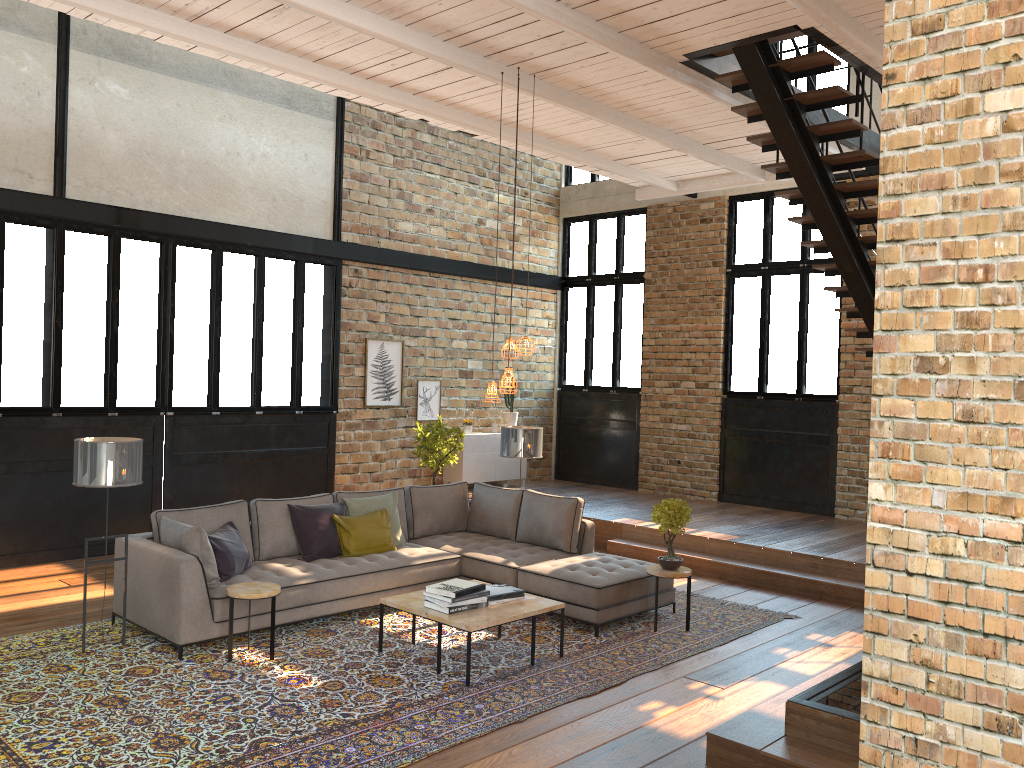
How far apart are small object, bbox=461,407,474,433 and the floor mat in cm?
507

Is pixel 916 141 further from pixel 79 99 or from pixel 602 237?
pixel 602 237

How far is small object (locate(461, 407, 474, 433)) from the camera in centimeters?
1228cm

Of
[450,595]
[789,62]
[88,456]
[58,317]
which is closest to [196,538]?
[88,456]

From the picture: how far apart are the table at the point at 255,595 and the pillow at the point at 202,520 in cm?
89

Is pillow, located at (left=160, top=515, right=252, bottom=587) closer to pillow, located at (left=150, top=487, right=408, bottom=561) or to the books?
pillow, located at (left=150, top=487, right=408, bottom=561)

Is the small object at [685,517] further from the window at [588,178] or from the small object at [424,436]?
the window at [588,178]

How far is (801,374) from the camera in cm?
1121

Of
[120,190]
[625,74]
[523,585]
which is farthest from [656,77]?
[120,190]

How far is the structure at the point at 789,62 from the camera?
6.64m
